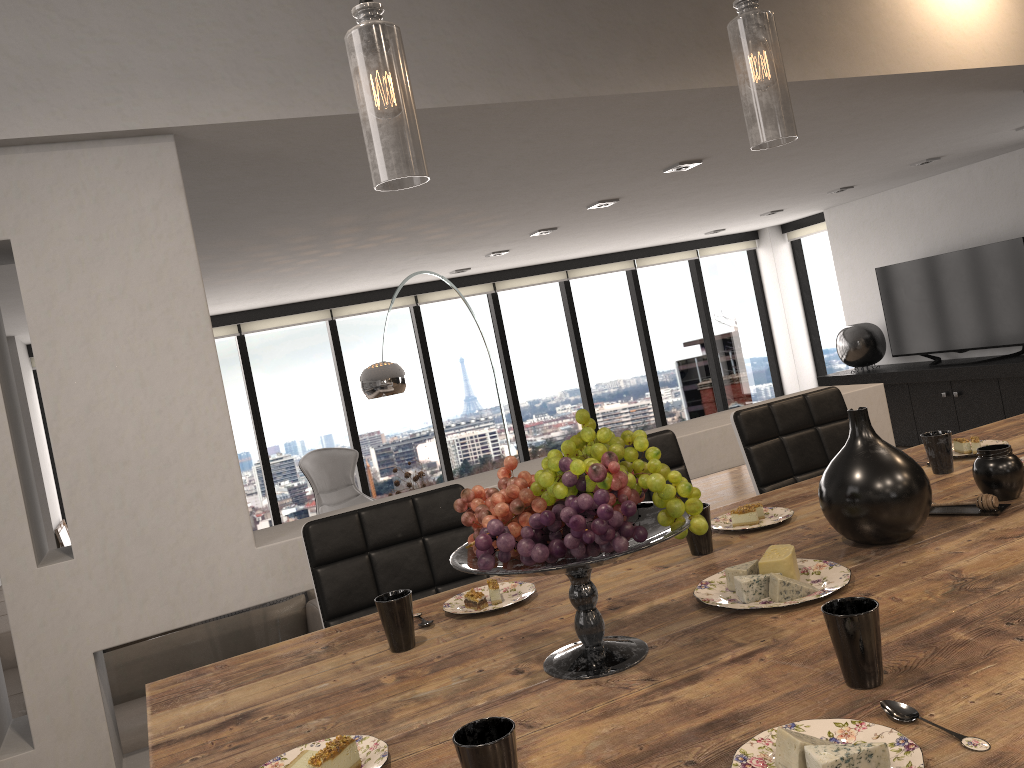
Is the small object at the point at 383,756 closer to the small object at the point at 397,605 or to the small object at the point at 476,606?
the small object at the point at 397,605

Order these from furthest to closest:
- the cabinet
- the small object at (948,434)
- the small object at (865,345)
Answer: the small object at (865,345) → the cabinet → the small object at (948,434)

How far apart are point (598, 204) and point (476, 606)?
4.3 meters

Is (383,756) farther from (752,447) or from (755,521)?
(752,447)

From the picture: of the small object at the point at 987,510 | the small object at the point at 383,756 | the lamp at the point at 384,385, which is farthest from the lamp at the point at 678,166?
A: the small object at the point at 383,756

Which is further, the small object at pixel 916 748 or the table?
the table

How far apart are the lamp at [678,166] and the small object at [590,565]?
3.7m

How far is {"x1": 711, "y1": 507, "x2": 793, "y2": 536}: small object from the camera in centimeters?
192cm

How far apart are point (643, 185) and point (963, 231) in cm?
416

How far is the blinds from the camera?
8.0m
